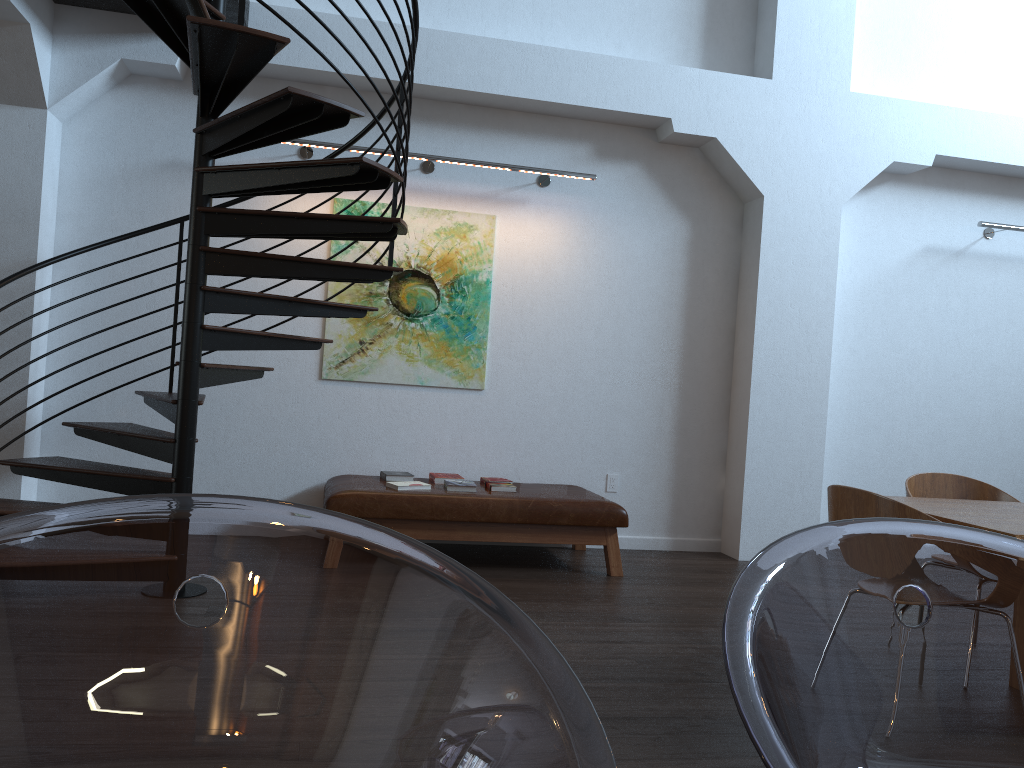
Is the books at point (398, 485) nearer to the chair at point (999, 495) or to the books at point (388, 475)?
the books at point (388, 475)

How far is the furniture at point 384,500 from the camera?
5.1 meters

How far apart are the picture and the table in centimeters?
304cm

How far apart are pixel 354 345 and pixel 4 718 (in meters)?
5.36

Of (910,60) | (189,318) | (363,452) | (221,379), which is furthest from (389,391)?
(910,60)

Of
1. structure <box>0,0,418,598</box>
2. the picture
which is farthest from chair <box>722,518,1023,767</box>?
the picture

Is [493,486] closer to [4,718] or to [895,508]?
[895,508]

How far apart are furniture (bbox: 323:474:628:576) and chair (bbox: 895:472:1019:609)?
1.7 meters

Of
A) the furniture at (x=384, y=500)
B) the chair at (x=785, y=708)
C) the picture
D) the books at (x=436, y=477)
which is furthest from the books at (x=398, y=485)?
the chair at (x=785, y=708)

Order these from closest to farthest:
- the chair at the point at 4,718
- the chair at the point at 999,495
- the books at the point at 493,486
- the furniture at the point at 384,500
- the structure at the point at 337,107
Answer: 1. the chair at the point at 4,718
2. the structure at the point at 337,107
3. the chair at the point at 999,495
4. the furniture at the point at 384,500
5. the books at the point at 493,486
